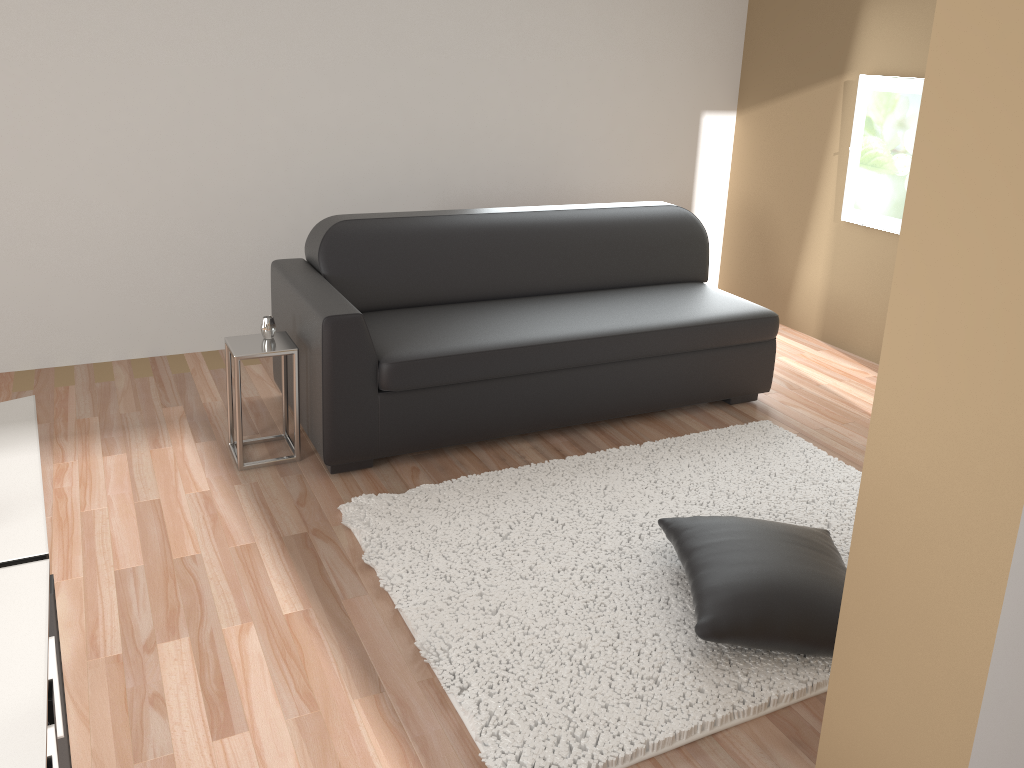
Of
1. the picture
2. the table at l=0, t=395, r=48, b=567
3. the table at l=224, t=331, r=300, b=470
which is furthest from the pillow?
the picture

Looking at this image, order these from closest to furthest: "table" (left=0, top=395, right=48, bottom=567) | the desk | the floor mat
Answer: the desk, "table" (left=0, top=395, right=48, bottom=567), the floor mat

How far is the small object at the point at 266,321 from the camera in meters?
3.4

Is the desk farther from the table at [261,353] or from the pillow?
the table at [261,353]

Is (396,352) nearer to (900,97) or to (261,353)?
(261,353)

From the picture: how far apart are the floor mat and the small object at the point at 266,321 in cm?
75

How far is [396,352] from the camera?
3.4 meters

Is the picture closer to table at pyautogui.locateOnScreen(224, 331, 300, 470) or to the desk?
table at pyautogui.locateOnScreen(224, 331, 300, 470)

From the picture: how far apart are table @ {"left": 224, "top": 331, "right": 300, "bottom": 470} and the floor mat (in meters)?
0.44

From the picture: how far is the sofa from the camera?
3.4 meters
